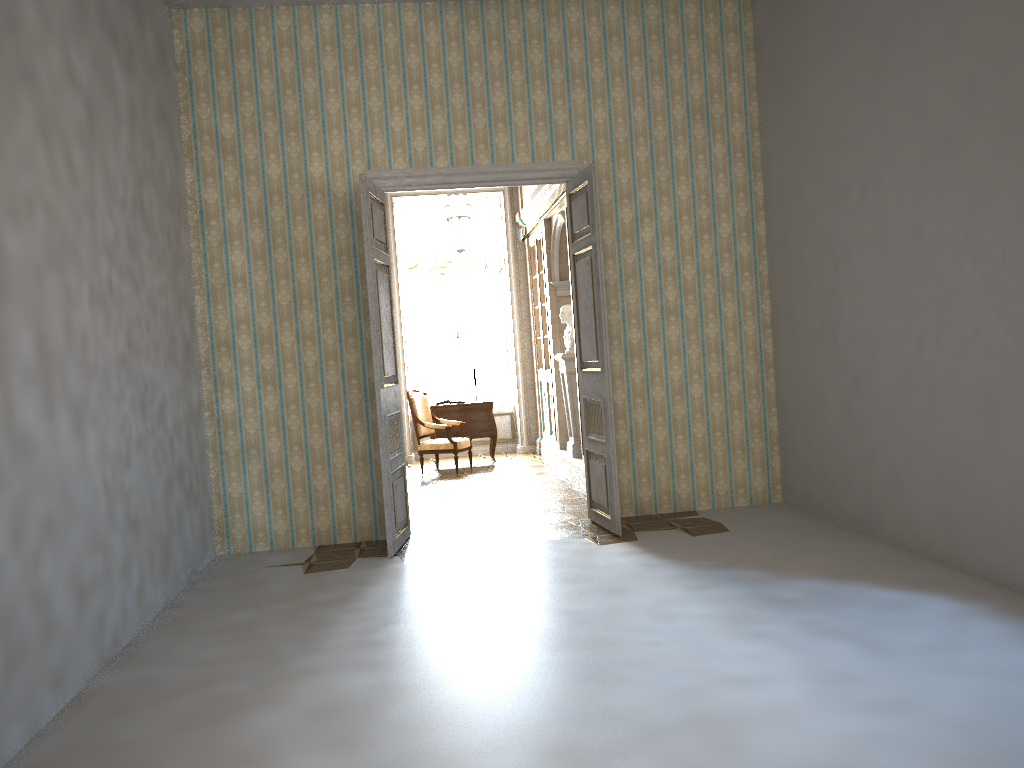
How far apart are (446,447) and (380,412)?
4.3 meters

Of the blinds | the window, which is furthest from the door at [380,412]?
the window

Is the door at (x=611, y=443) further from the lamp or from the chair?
the chair

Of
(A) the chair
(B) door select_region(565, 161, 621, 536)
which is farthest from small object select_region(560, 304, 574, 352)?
(B) door select_region(565, 161, 621, 536)

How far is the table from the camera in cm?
1117

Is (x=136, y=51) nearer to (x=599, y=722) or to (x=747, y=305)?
(x=747, y=305)

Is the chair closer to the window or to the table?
the table

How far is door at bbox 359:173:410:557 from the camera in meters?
6.1 m

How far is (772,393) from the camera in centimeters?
715cm

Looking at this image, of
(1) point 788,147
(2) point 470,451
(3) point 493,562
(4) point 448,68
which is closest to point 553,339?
(2) point 470,451
